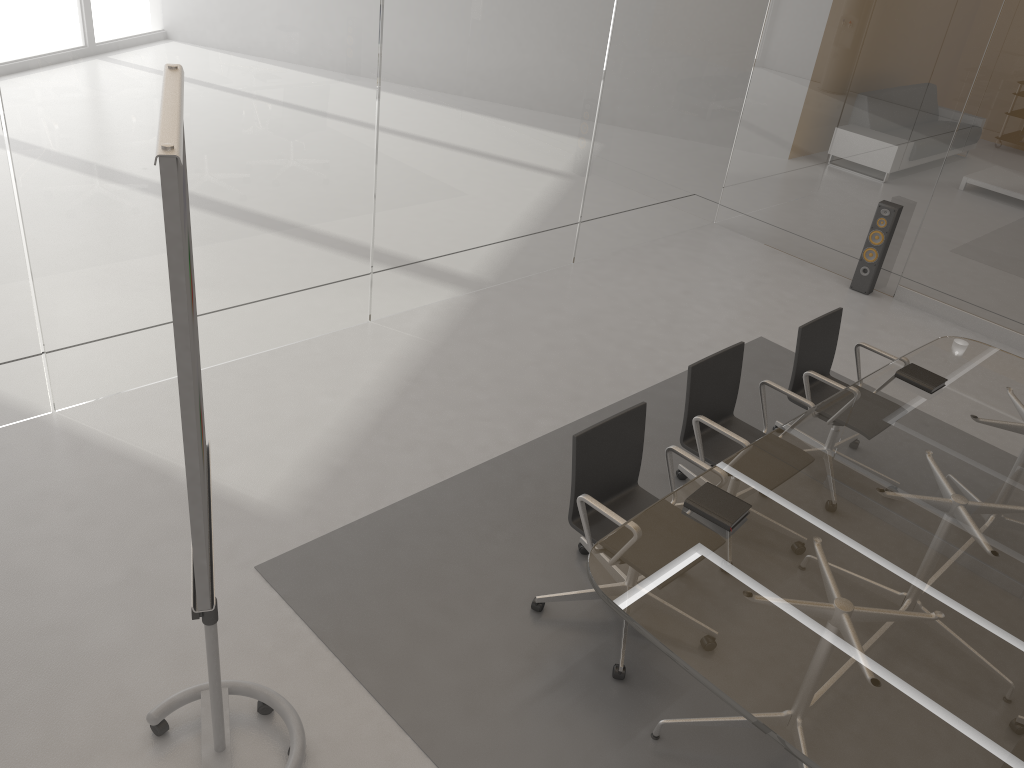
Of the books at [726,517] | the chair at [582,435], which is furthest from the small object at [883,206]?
the books at [726,517]

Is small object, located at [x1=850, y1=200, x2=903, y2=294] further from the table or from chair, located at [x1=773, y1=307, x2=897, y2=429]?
chair, located at [x1=773, y1=307, x2=897, y2=429]

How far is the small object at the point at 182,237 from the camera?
1.6 meters

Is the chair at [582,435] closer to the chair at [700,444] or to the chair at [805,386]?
the chair at [700,444]

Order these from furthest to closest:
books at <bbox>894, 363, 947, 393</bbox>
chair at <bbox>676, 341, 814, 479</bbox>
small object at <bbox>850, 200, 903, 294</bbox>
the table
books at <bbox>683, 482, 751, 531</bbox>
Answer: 1. small object at <bbox>850, 200, 903, 294</bbox>
2. books at <bbox>894, 363, 947, 393</bbox>
3. chair at <bbox>676, 341, 814, 479</bbox>
4. books at <bbox>683, 482, 751, 531</bbox>
5. the table

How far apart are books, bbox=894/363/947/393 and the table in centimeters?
3cm

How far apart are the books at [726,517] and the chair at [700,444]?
0.55m

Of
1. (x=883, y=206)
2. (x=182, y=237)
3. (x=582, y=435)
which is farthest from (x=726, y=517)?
(x=883, y=206)

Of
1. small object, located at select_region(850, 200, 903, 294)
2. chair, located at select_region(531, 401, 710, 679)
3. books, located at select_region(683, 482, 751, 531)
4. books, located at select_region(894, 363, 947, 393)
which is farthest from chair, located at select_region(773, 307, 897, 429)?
small object, located at select_region(850, 200, 903, 294)

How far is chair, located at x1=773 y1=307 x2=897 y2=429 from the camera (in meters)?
4.28
